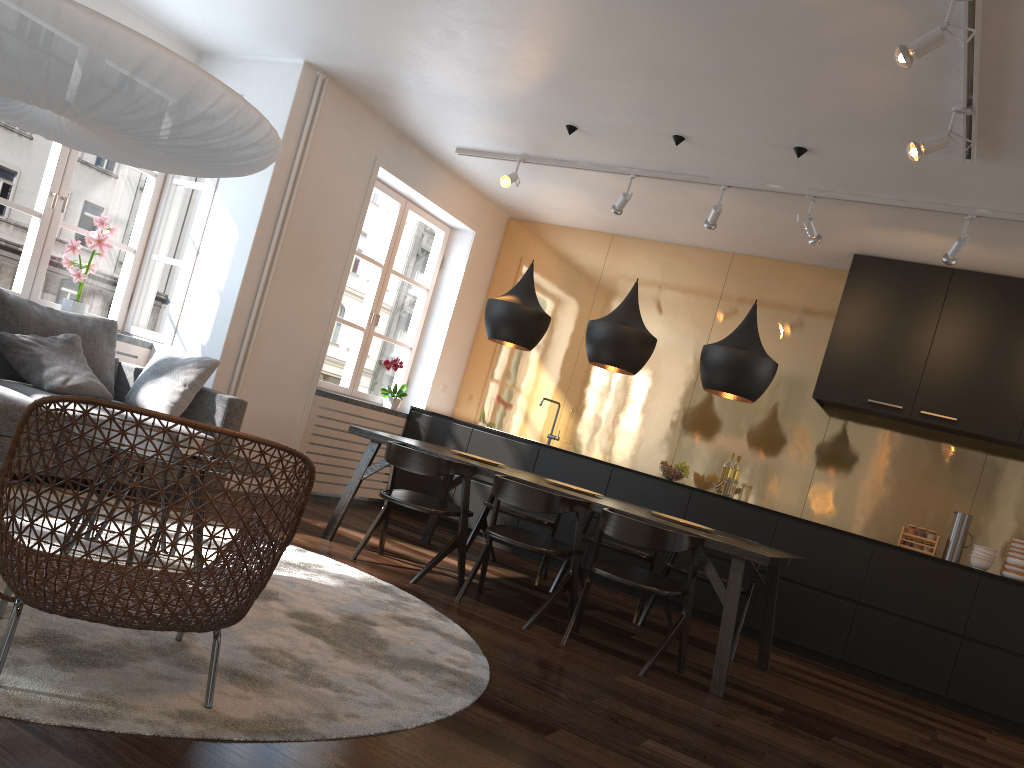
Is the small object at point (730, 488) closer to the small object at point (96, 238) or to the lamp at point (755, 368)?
the lamp at point (755, 368)

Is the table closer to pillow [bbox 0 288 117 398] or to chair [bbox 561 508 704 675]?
chair [bbox 561 508 704 675]

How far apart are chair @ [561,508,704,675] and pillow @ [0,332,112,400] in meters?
2.8

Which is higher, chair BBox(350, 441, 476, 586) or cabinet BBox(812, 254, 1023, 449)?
cabinet BBox(812, 254, 1023, 449)

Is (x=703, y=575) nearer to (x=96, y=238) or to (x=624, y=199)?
(x=624, y=199)

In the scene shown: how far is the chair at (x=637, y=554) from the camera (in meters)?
5.27

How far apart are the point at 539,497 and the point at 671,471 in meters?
2.5

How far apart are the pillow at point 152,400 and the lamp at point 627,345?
2.15m

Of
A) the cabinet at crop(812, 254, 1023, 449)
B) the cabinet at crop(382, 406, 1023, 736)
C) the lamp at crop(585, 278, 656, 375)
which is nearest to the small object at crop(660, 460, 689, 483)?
the cabinet at crop(382, 406, 1023, 736)

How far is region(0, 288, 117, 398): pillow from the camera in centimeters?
471cm
